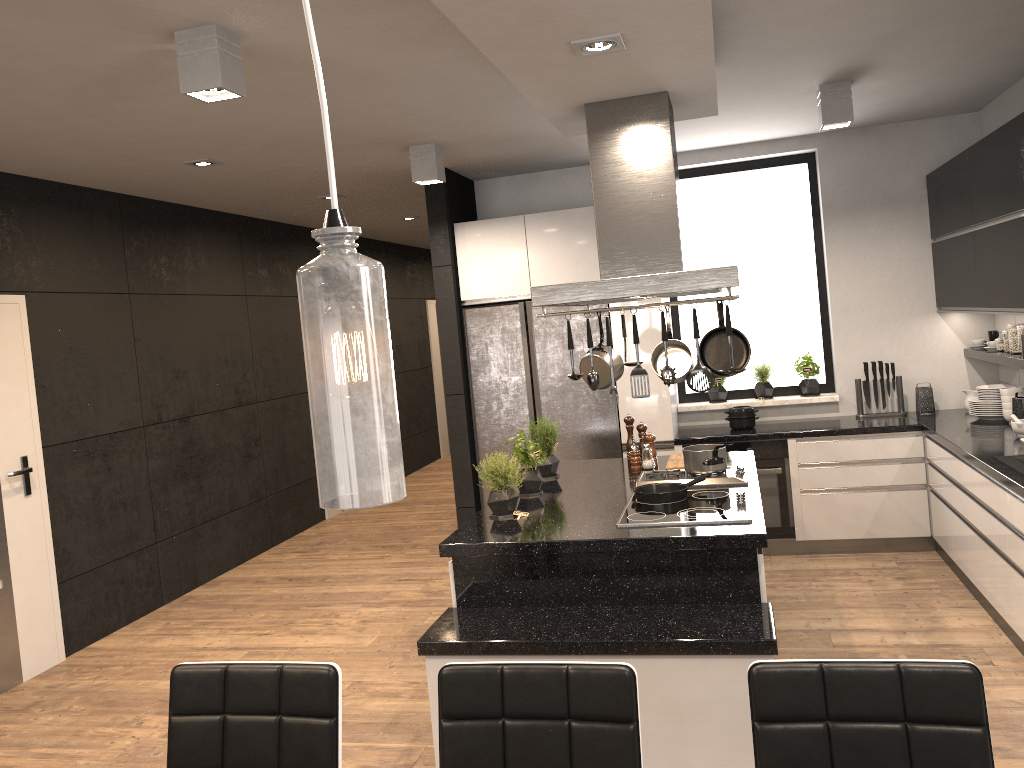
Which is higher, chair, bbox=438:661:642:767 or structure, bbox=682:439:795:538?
chair, bbox=438:661:642:767

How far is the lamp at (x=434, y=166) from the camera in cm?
A: 514

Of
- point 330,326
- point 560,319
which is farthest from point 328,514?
point 330,326

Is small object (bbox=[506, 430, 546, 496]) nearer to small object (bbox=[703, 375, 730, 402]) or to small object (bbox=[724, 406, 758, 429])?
small object (bbox=[724, 406, 758, 429])

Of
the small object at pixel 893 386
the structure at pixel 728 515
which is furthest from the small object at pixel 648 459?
the small object at pixel 893 386

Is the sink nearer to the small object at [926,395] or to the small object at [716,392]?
the small object at [926,395]

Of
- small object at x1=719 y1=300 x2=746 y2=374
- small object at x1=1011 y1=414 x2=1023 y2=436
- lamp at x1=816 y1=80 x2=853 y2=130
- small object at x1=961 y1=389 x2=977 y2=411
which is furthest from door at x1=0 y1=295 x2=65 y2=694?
small object at x1=961 y1=389 x2=977 y2=411

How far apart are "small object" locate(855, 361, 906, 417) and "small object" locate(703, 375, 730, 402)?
0.9 meters

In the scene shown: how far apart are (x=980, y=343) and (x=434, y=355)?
7.1m

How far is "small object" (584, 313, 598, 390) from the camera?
3.30m
